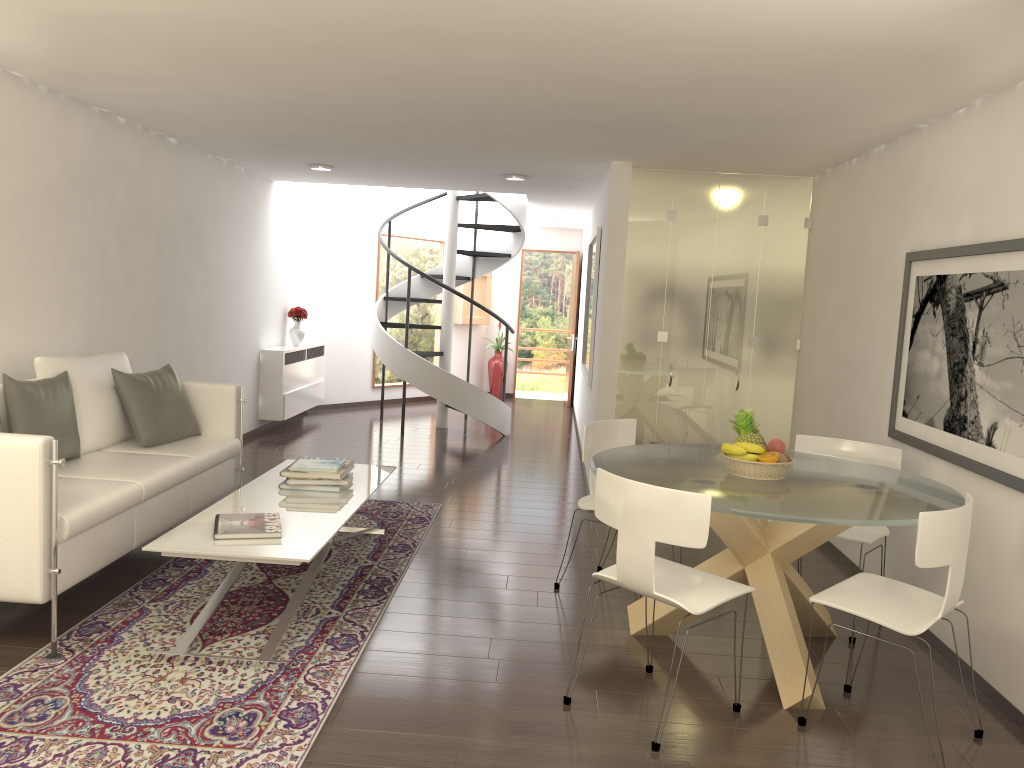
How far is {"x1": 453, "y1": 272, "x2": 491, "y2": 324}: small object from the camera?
14.29m

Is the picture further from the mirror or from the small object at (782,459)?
the mirror

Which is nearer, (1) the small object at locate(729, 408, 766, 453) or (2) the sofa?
(2) the sofa

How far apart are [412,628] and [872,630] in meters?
2.6 m

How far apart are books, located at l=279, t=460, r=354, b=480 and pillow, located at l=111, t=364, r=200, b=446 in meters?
1.0

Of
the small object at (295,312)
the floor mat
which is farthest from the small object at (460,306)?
the floor mat

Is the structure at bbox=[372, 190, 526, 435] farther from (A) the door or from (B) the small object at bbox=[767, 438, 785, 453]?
(B) the small object at bbox=[767, 438, 785, 453]

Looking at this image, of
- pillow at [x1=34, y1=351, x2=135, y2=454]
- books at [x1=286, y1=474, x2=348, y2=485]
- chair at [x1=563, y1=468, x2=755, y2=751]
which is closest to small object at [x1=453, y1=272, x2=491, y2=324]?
pillow at [x1=34, y1=351, x2=135, y2=454]

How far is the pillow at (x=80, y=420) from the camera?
5.28m

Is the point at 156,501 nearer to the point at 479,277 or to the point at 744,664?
the point at 744,664
